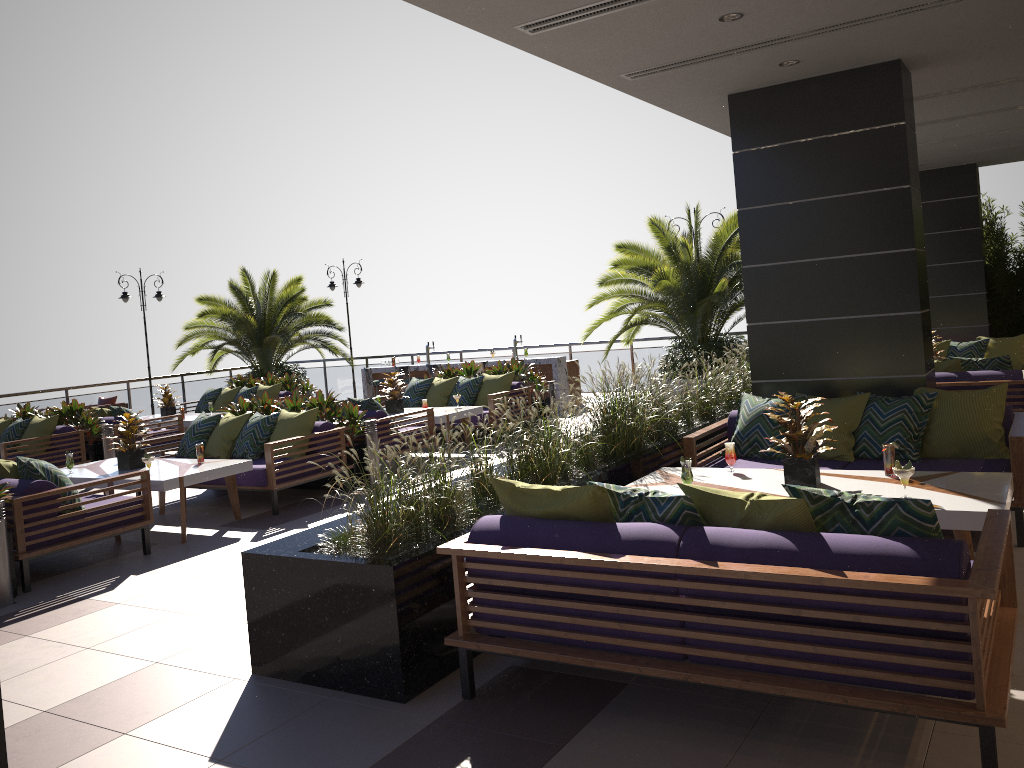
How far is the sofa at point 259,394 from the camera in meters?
14.5 m

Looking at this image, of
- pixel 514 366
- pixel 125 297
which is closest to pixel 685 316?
pixel 514 366

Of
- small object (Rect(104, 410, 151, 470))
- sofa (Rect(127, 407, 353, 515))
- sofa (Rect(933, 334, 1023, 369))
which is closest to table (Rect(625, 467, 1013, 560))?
sofa (Rect(127, 407, 353, 515))

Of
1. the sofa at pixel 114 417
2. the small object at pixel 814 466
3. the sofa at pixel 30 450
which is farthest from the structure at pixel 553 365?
the small object at pixel 814 466

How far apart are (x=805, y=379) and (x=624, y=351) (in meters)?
9.80

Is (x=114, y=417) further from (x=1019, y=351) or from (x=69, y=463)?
(x=1019, y=351)

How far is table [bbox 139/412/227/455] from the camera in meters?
12.9

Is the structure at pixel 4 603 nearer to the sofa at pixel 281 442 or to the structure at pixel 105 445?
the sofa at pixel 281 442

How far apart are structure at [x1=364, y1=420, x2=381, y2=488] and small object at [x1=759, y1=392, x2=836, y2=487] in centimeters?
507cm

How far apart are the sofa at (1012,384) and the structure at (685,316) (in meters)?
3.78
